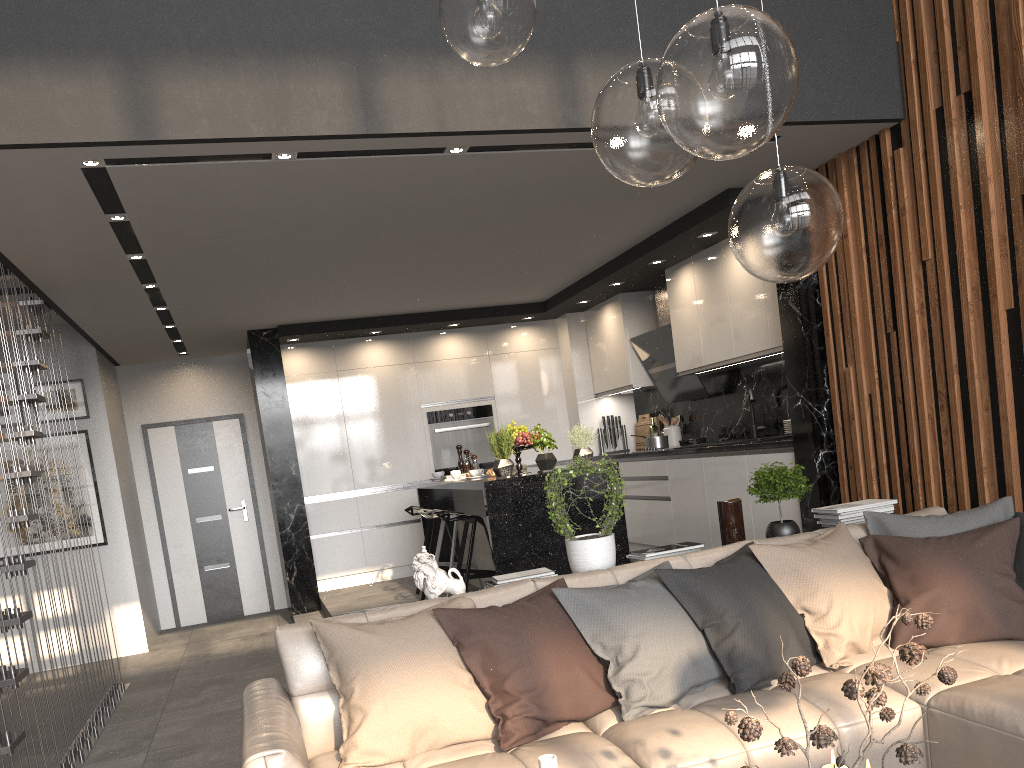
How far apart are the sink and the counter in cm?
46

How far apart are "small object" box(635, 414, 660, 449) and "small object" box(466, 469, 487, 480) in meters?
3.0 m

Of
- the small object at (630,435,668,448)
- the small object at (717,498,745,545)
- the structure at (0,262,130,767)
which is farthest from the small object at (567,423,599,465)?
the structure at (0,262,130,767)

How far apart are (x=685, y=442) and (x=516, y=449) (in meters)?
1.92

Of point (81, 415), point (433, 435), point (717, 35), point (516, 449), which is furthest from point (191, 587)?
point (717, 35)

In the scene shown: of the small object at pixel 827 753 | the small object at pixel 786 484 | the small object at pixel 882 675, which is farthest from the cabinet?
the small object at pixel 882 675

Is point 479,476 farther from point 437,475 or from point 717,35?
point 717,35

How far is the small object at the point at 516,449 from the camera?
5.8 meters

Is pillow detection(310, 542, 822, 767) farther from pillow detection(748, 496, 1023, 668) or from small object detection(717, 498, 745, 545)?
small object detection(717, 498, 745, 545)

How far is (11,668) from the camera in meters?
3.6
